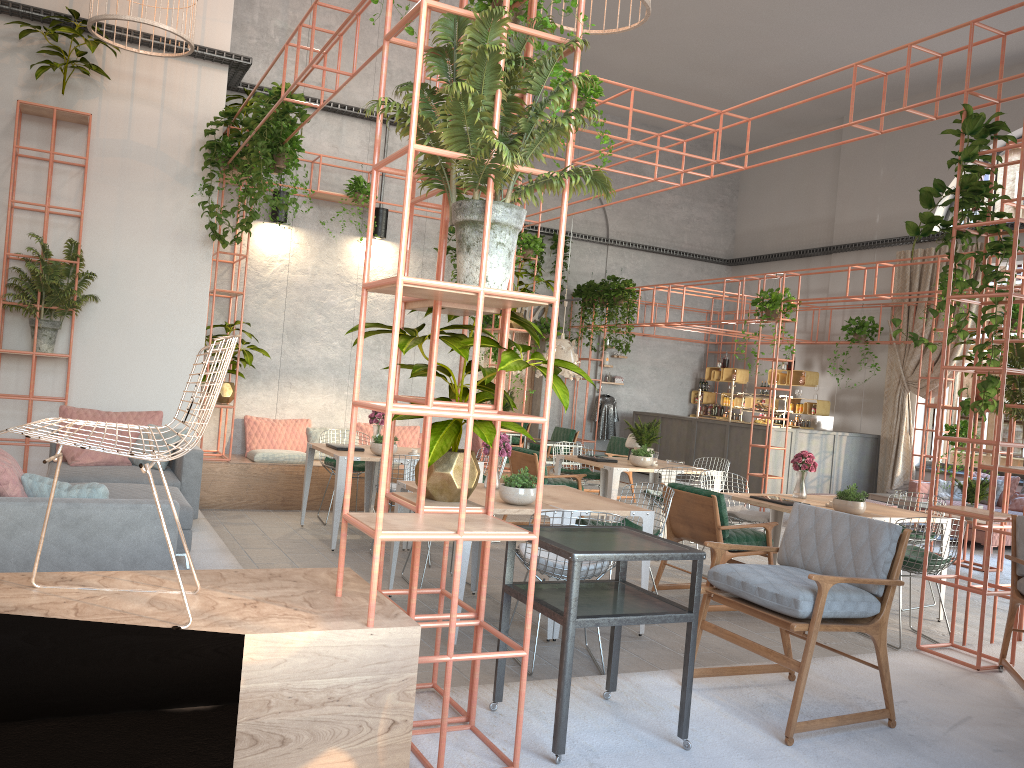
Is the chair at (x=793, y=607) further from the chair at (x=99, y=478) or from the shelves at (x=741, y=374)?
the shelves at (x=741, y=374)

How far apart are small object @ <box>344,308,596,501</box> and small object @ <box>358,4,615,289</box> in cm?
32

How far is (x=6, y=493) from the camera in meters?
4.4 m

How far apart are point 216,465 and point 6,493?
5.0 meters

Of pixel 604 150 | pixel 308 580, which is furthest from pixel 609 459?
pixel 308 580

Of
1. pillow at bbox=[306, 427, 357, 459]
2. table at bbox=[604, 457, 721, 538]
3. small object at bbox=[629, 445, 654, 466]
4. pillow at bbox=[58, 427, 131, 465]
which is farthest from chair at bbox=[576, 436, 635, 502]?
pillow at bbox=[58, 427, 131, 465]

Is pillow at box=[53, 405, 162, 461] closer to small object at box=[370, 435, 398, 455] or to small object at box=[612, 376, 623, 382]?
small object at box=[370, 435, 398, 455]

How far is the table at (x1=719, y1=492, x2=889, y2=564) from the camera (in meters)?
6.87

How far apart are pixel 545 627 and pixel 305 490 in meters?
3.7

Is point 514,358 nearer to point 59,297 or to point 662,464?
point 59,297
